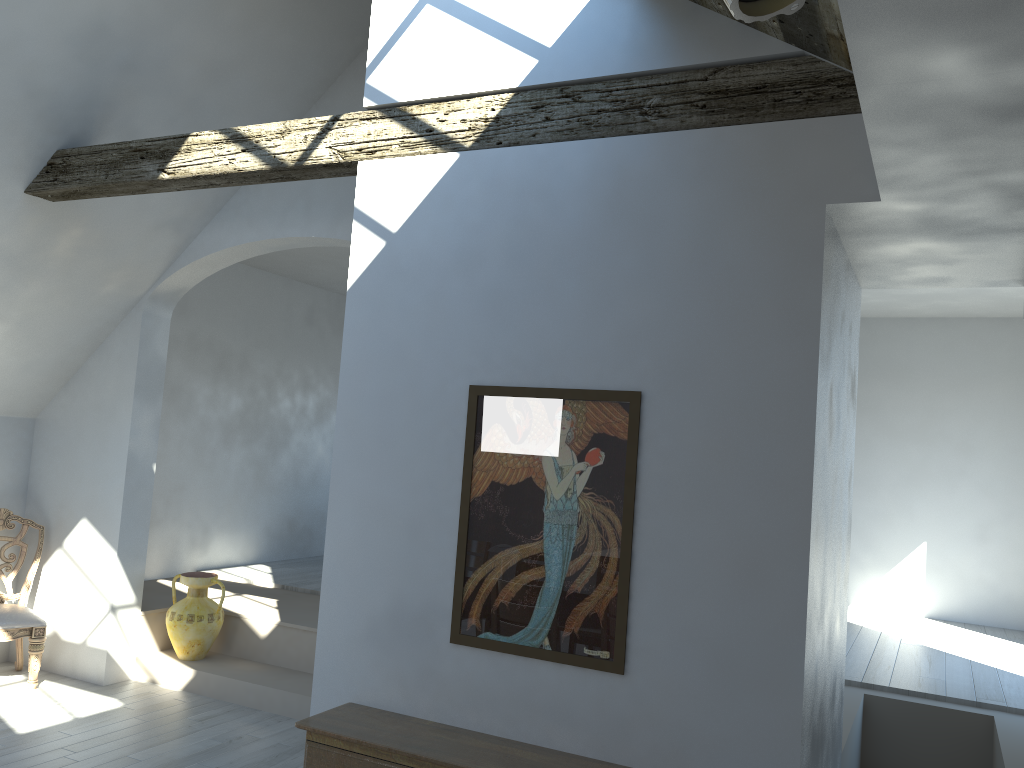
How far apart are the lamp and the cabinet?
2.61m

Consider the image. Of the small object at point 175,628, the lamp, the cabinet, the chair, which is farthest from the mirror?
the chair

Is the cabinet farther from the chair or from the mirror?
the chair

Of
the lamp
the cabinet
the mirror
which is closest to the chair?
the cabinet

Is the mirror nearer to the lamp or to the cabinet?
the cabinet

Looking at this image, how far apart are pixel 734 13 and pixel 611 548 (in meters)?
2.23

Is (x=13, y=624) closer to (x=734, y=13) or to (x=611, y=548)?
(x=611, y=548)

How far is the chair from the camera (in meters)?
5.87

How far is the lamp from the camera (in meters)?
1.47

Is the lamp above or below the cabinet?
above
